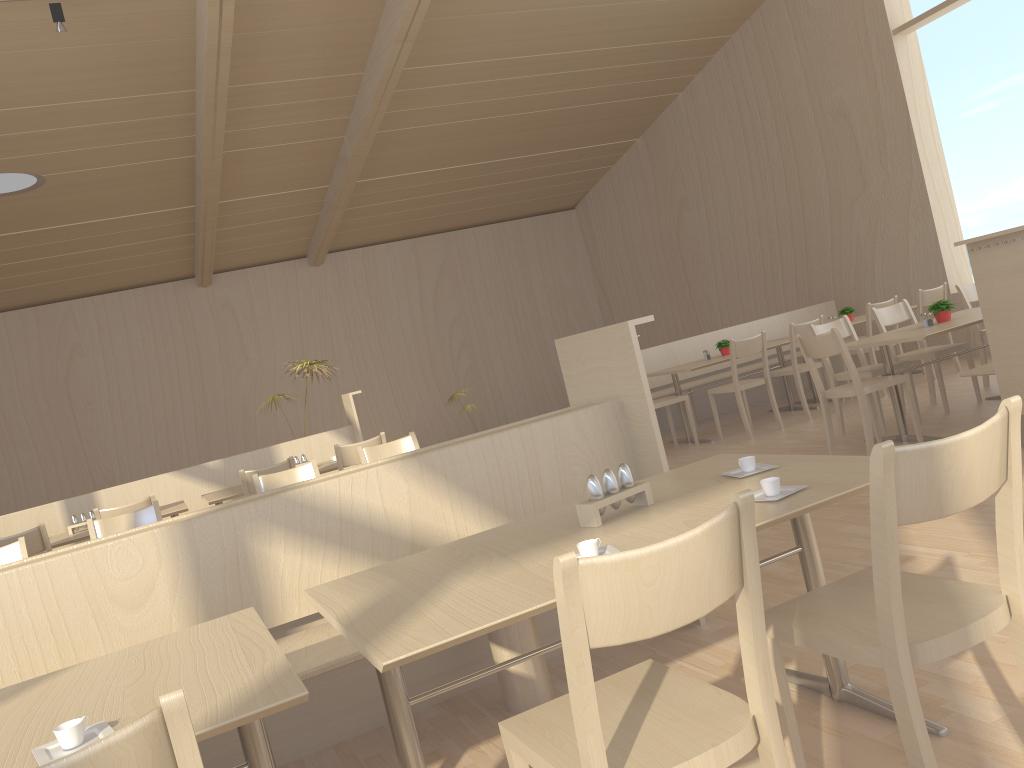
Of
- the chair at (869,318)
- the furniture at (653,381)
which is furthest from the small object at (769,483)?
the furniture at (653,381)

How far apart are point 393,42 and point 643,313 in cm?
689

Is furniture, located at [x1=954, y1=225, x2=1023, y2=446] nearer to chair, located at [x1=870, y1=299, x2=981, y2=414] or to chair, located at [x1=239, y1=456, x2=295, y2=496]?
chair, located at [x1=870, y1=299, x2=981, y2=414]

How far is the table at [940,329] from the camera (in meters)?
5.08

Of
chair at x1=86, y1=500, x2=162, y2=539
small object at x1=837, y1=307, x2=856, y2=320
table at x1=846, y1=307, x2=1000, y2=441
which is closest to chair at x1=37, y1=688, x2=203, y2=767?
chair at x1=86, y1=500, x2=162, y2=539

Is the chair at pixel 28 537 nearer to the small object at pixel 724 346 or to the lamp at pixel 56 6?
the lamp at pixel 56 6

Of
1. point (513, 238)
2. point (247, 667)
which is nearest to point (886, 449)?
point (247, 667)

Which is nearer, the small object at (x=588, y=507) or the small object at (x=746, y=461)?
the small object at (x=588, y=507)

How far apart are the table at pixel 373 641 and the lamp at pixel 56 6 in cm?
592

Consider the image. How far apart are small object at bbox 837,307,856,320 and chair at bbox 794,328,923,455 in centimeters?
299cm
